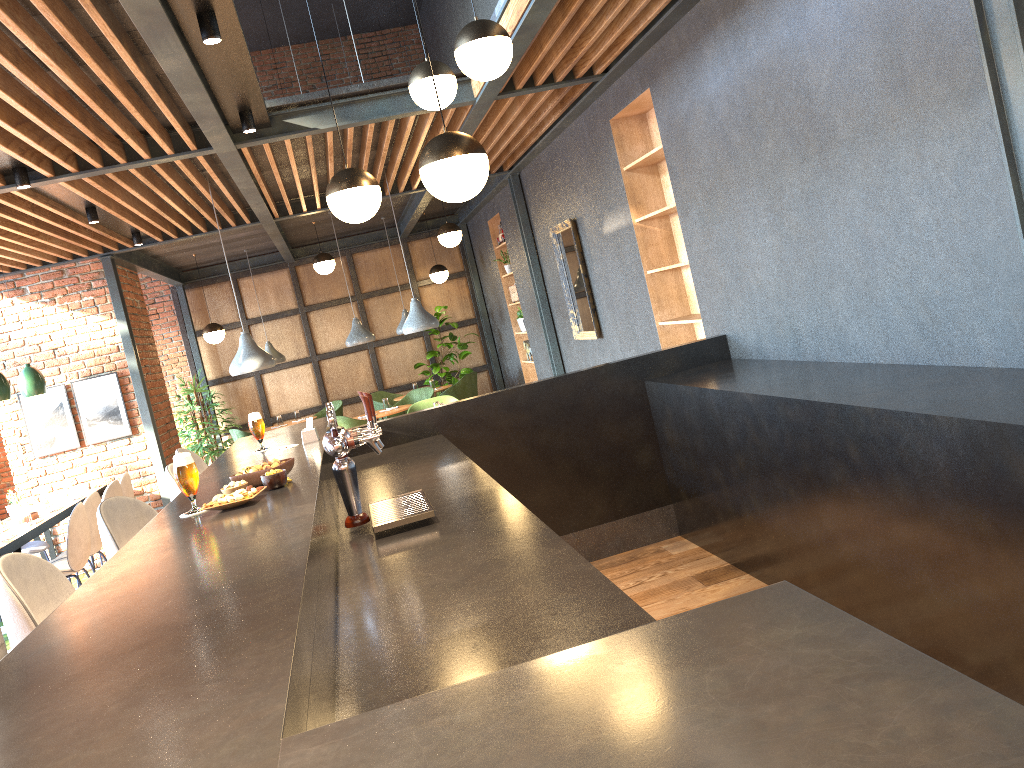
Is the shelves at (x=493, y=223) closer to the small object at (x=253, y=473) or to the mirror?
the mirror

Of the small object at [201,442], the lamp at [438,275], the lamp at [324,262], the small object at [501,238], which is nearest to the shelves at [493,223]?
the small object at [501,238]

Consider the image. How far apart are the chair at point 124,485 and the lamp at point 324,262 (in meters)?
3.62

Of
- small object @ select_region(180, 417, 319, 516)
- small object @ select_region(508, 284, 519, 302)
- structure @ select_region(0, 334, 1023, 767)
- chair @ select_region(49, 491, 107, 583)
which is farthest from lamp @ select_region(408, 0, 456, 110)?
small object @ select_region(508, 284, 519, 302)

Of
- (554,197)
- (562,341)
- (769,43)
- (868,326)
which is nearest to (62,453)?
(562,341)

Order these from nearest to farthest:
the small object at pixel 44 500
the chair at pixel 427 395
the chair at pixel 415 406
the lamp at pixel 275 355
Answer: the small object at pixel 44 500, the chair at pixel 415 406, the chair at pixel 427 395, the lamp at pixel 275 355

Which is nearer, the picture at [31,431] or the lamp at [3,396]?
the lamp at [3,396]

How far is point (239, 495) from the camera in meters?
2.5 m

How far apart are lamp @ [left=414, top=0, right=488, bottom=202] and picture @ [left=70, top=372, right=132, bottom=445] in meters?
6.4 m

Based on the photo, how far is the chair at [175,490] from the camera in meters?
3.6
